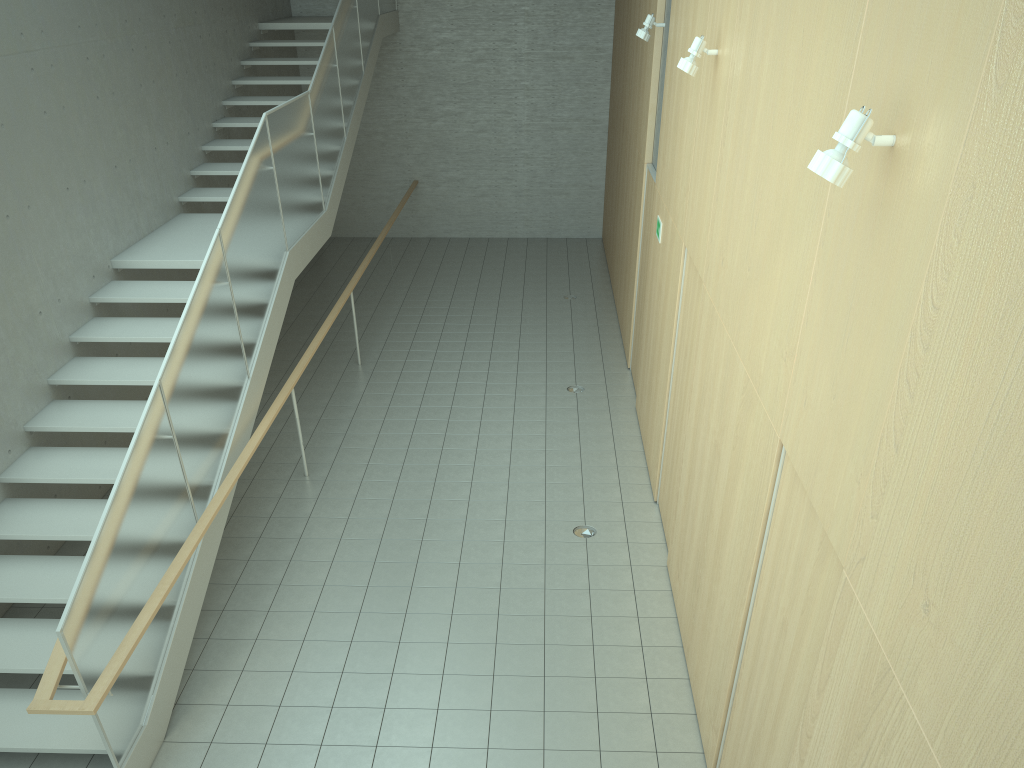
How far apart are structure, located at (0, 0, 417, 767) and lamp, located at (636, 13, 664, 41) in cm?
338

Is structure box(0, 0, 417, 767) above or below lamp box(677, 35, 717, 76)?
below

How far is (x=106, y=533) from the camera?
4.28m

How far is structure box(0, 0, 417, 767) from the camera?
4.3m

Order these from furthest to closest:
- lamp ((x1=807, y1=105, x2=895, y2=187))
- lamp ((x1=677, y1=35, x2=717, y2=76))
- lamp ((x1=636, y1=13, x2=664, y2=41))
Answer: lamp ((x1=636, y1=13, x2=664, y2=41)) → lamp ((x1=677, y1=35, x2=717, y2=76)) → lamp ((x1=807, y1=105, x2=895, y2=187))

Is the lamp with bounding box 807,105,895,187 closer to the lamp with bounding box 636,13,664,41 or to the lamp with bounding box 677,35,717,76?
the lamp with bounding box 677,35,717,76

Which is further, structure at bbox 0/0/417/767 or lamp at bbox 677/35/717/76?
lamp at bbox 677/35/717/76

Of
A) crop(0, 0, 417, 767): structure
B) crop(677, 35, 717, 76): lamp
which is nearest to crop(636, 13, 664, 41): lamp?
crop(677, 35, 717, 76): lamp

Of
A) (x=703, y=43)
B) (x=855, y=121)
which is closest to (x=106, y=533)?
(x=855, y=121)

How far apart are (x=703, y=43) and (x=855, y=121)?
3.14m
